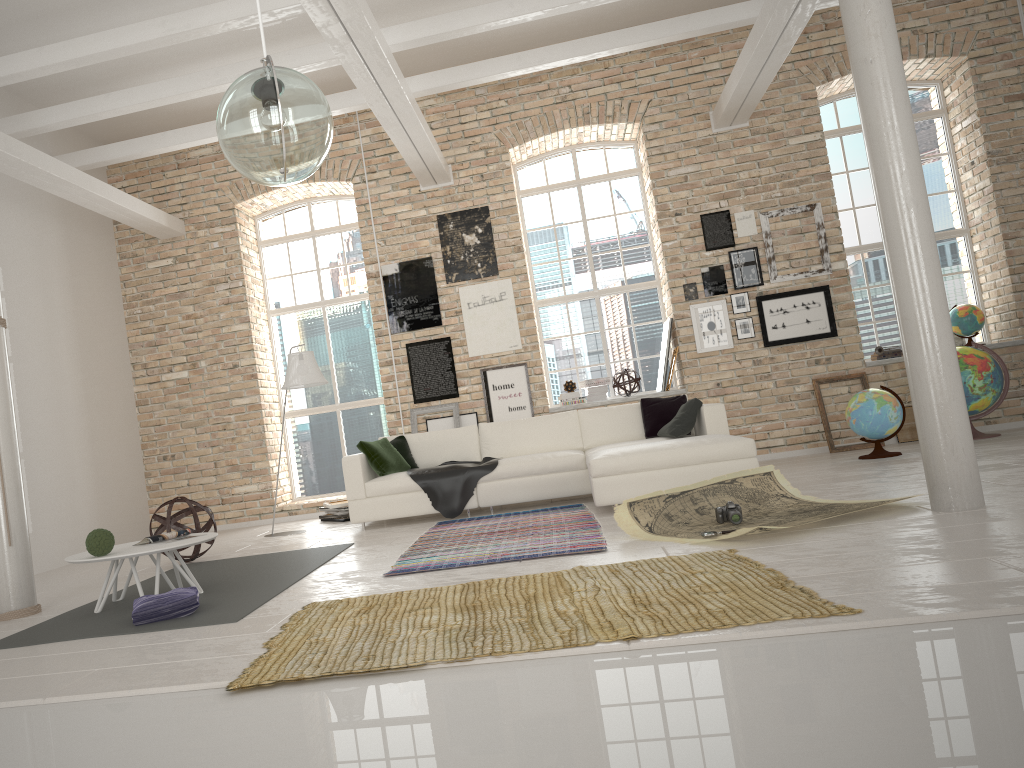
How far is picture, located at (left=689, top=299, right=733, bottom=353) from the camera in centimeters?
928cm

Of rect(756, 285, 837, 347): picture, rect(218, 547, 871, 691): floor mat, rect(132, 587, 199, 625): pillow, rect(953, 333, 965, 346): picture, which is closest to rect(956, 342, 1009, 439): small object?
rect(756, 285, 837, 347): picture

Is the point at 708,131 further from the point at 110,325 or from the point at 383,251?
the point at 110,325

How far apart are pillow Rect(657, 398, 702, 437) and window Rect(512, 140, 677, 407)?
2.54m

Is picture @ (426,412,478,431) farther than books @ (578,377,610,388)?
No

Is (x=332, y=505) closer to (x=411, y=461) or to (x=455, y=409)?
(x=411, y=461)

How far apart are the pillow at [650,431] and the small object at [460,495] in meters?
1.4 m

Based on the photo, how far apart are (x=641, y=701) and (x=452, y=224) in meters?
7.9 m

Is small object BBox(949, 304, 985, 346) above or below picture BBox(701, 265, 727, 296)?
below

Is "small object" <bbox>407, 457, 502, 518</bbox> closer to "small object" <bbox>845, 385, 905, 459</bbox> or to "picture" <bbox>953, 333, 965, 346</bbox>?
"small object" <bbox>845, 385, 905, 459</bbox>
